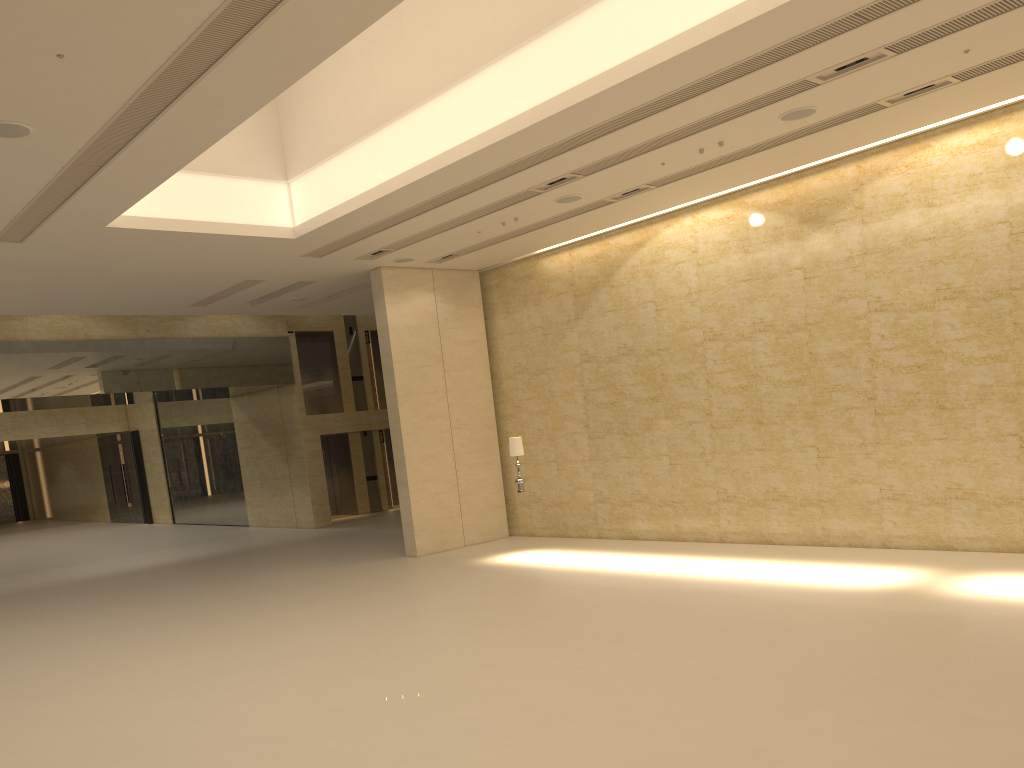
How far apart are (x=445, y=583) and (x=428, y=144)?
6.9 meters

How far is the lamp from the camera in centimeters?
1616cm

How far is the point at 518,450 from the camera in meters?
16.2 m

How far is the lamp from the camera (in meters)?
16.16
